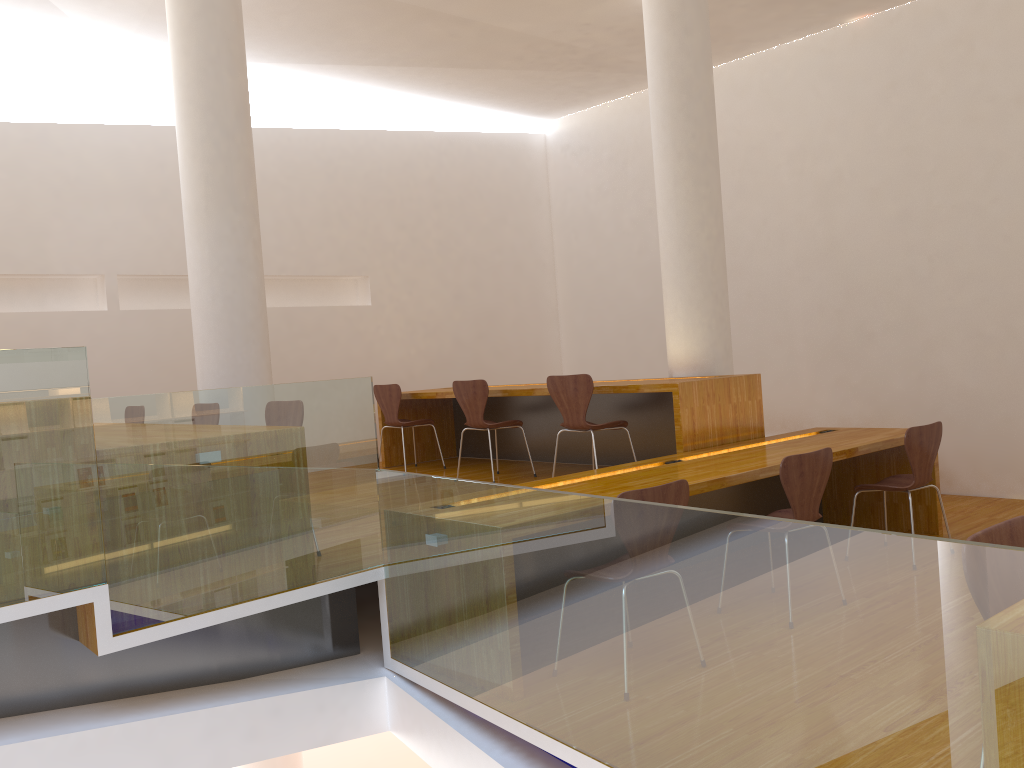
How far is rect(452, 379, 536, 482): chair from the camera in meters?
5.8

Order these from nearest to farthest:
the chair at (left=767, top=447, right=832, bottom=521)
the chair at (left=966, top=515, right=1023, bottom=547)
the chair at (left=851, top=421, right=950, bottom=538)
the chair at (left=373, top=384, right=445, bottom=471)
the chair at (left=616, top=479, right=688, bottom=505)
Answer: the chair at (left=966, top=515, right=1023, bottom=547)
the chair at (left=616, top=479, right=688, bottom=505)
the chair at (left=767, top=447, right=832, bottom=521)
the chair at (left=851, top=421, right=950, bottom=538)
the chair at (left=373, top=384, right=445, bottom=471)

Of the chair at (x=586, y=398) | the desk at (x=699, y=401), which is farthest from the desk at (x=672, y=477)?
the chair at (x=586, y=398)

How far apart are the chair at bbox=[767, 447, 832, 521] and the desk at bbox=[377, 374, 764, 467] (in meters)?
0.89

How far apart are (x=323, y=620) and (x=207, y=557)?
0.8 meters

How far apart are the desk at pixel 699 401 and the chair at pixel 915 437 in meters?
0.7

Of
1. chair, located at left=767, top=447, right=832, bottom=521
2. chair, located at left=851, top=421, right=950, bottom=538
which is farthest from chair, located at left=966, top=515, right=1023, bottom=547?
chair, located at left=851, top=421, right=950, bottom=538

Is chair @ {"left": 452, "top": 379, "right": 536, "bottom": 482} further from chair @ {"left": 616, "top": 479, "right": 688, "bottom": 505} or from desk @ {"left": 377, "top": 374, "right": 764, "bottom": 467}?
chair @ {"left": 616, "top": 479, "right": 688, "bottom": 505}

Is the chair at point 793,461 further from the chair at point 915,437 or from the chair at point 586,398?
→ the chair at point 586,398

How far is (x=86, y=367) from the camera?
2.84m
